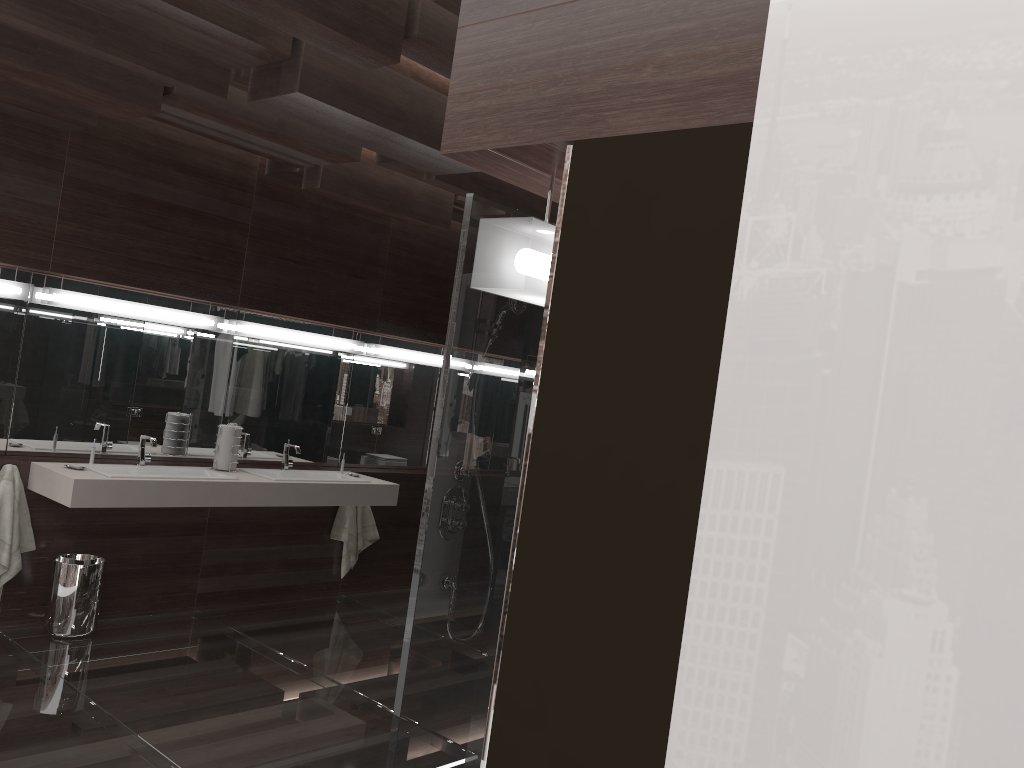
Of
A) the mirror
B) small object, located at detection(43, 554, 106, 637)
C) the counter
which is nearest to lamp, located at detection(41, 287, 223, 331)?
the mirror

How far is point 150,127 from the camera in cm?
456

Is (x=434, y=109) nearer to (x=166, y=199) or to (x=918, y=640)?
(x=166, y=199)

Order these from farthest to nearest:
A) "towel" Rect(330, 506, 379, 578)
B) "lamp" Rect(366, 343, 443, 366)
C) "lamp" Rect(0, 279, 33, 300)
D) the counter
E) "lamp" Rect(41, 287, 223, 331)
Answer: "lamp" Rect(366, 343, 443, 366) < "towel" Rect(330, 506, 379, 578) < "lamp" Rect(41, 287, 223, 331) < "lamp" Rect(0, 279, 33, 300) < the counter

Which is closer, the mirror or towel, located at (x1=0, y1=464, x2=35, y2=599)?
towel, located at (x1=0, y1=464, x2=35, y2=599)

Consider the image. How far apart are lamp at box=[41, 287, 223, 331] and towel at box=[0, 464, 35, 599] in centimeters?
81cm

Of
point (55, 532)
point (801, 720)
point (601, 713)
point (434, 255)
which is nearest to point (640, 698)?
point (601, 713)

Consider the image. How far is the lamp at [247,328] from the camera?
5.14m

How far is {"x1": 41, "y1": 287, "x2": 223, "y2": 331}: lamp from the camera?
4.4 meters

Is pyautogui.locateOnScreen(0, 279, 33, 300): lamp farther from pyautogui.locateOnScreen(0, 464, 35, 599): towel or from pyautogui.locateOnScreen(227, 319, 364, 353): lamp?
pyautogui.locateOnScreen(227, 319, 364, 353): lamp
